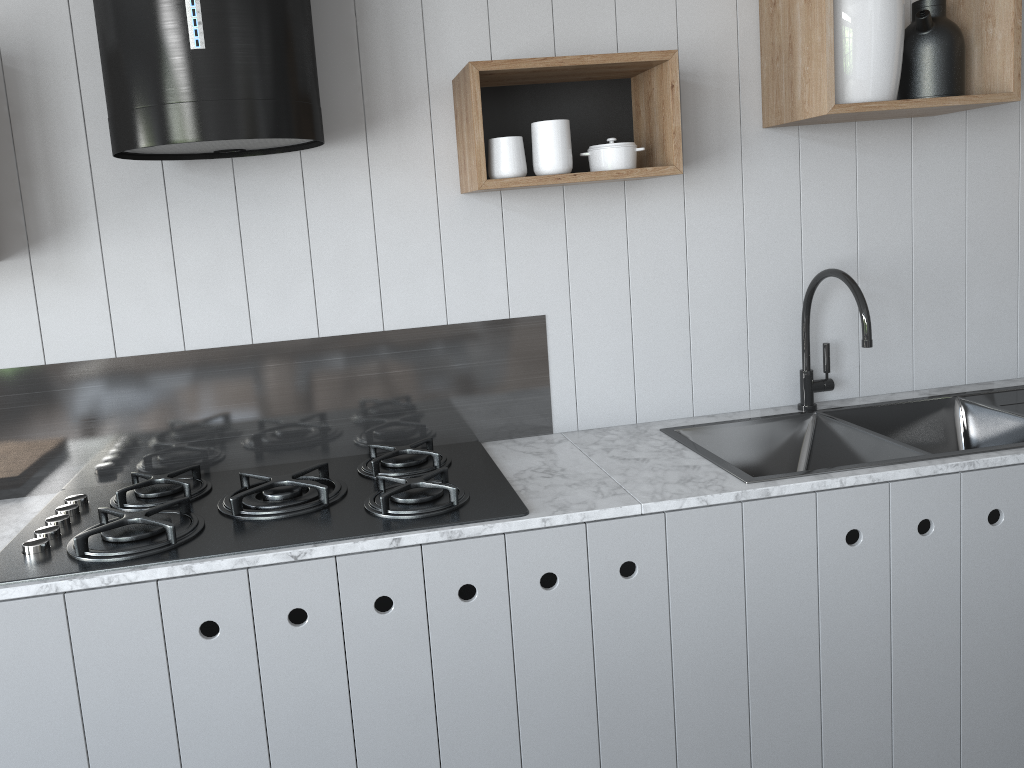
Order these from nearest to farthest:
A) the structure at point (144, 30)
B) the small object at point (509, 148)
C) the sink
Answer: the structure at point (144, 30) < the small object at point (509, 148) < the sink

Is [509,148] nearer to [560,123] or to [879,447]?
[560,123]

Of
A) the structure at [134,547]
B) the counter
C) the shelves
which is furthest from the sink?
the shelves

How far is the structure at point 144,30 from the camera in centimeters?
152cm

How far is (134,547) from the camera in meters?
1.6 m

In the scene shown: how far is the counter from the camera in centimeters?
155cm

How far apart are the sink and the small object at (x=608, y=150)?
0.6m

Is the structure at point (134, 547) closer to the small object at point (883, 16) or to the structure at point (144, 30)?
the structure at point (144, 30)

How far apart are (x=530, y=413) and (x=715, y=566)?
0.6 meters

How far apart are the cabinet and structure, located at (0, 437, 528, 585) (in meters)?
0.04
